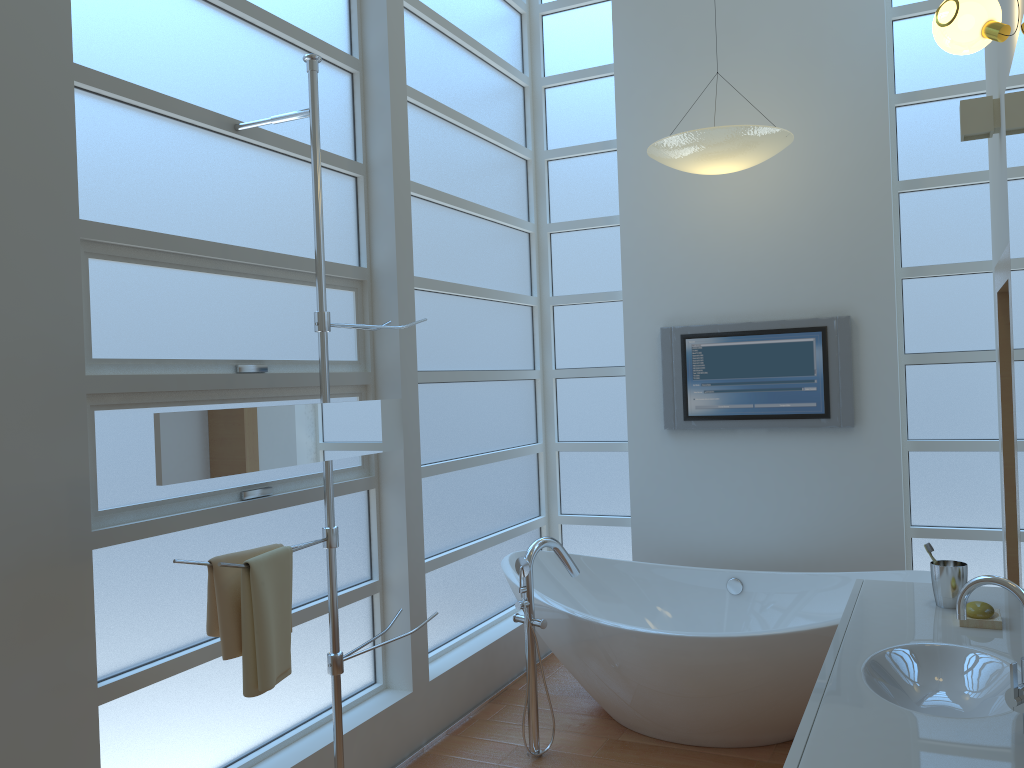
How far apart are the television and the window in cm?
30

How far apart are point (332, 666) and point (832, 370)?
2.6 meters

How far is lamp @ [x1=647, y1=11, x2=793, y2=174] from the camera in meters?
3.6 m

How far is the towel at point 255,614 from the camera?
2.3 meters

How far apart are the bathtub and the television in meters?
0.7

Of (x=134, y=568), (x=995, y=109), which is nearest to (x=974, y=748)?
(x=134, y=568)

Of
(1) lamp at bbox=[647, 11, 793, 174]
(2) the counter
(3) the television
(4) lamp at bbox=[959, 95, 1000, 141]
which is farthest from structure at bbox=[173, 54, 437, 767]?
(3) the television

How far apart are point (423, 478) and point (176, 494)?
1.4 meters

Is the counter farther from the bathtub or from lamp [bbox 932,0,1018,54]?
lamp [bbox 932,0,1018,54]

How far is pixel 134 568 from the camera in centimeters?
241cm
